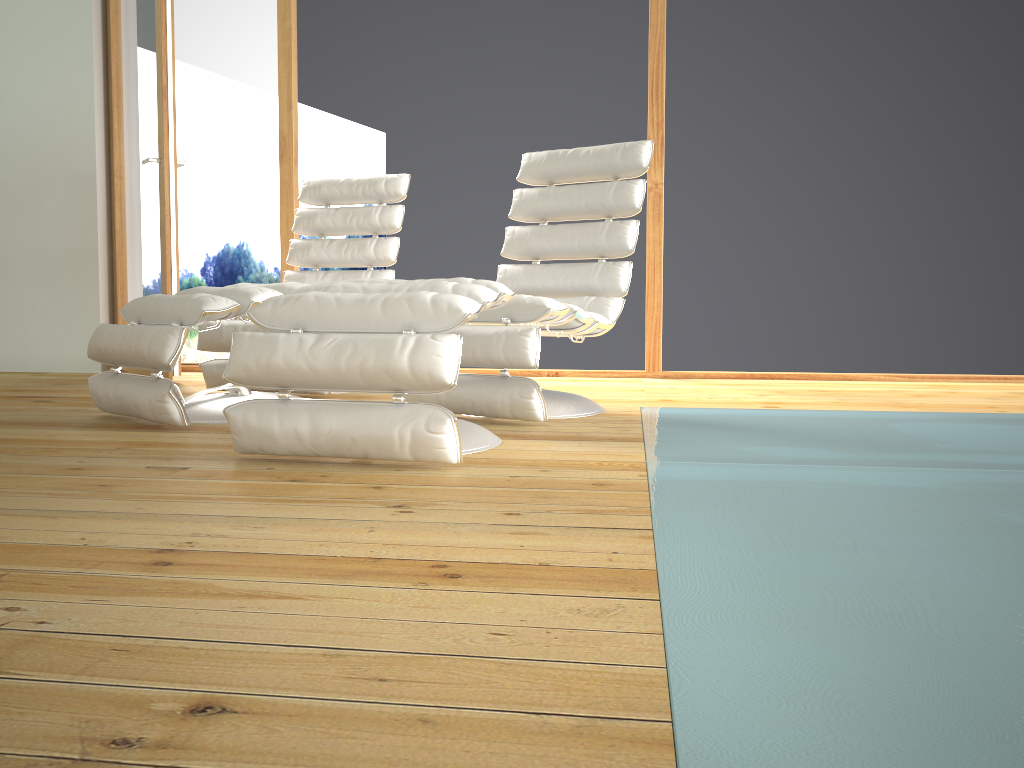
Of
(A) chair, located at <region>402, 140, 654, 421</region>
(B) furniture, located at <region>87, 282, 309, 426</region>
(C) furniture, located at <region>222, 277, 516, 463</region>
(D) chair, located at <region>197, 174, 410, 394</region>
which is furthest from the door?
(C) furniture, located at <region>222, 277, 516, 463</region>

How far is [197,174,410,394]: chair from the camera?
3.53m

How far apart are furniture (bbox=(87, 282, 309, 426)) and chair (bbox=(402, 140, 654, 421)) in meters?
0.5 m

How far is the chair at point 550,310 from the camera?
2.7m

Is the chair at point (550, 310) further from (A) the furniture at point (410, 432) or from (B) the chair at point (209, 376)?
(B) the chair at point (209, 376)

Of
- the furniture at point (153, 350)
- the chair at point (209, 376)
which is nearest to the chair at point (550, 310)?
the furniture at point (153, 350)

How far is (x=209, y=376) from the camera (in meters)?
3.53

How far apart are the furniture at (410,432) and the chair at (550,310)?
0.22m

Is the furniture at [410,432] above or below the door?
below

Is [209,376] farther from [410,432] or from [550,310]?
[410,432]
